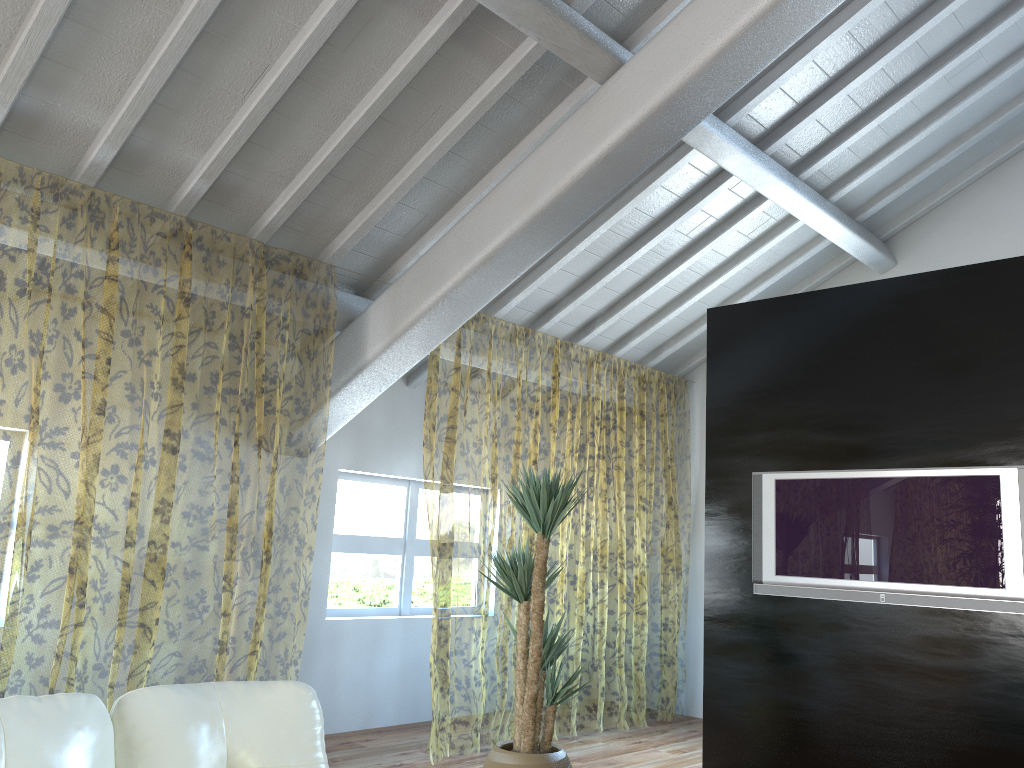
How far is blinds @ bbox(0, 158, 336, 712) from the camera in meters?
8.2

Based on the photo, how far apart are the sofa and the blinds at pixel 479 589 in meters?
2.7 m

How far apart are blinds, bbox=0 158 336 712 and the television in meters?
2.9 m

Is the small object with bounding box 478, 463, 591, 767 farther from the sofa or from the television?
the sofa

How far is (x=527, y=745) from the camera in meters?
3.9 m

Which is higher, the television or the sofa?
the television

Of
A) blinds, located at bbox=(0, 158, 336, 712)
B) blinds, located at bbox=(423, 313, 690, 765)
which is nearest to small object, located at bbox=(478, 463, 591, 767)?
blinds, located at bbox=(423, 313, 690, 765)

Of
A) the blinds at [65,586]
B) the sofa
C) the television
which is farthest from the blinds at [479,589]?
the sofa

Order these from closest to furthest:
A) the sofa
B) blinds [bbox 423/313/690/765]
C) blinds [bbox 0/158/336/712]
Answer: the sofa, blinds [bbox 0/158/336/712], blinds [bbox 423/313/690/765]

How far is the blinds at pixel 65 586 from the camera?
8.2 meters
